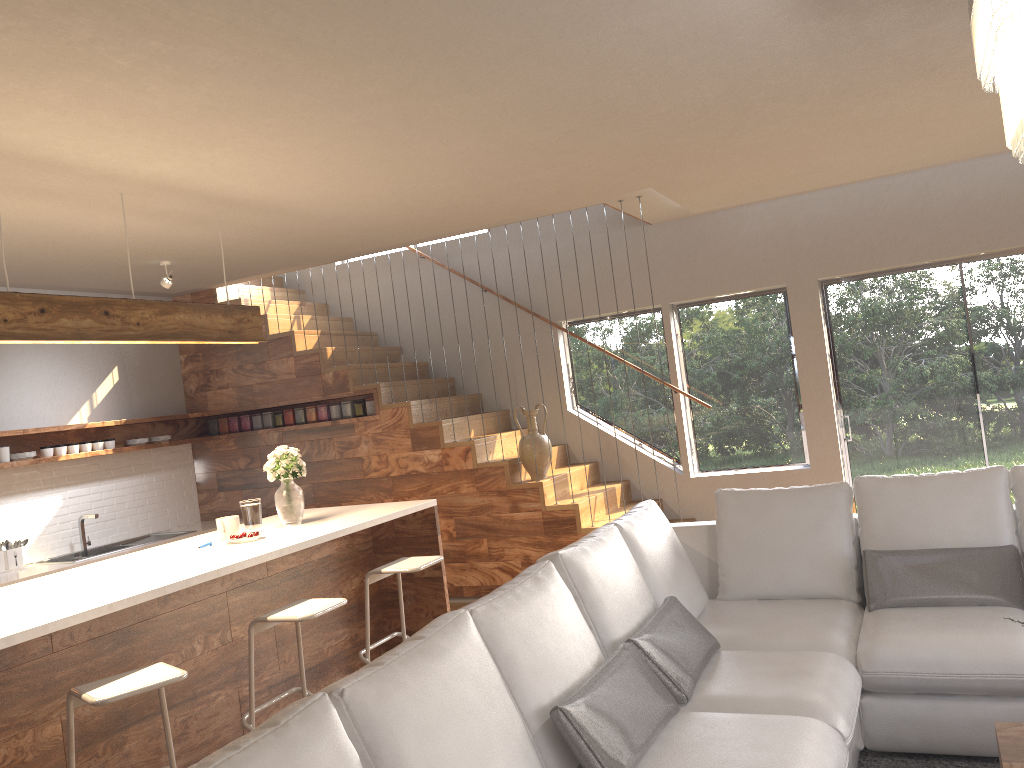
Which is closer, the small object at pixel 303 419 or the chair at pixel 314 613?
the chair at pixel 314 613

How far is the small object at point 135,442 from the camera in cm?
713

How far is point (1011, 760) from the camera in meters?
2.6 m

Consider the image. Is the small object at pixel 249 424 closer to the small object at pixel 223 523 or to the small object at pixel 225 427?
the small object at pixel 225 427

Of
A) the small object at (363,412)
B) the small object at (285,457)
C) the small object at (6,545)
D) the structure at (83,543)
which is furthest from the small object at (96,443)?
the small object at (285,457)

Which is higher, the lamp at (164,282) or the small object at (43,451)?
the lamp at (164,282)

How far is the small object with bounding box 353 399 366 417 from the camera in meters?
7.2

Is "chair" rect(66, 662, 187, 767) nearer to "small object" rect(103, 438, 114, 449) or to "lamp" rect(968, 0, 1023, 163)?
"lamp" rect(968, 0, 1023, 163)

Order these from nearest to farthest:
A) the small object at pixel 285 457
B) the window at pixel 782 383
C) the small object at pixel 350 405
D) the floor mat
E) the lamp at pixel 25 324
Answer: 1. the floor mat
2. the lamp at pixel 25 324
3. the small object at pixel 285 457
4. the window at pixel 782 383
5. the small object at pixel 350 405

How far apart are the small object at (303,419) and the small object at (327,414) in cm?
18
